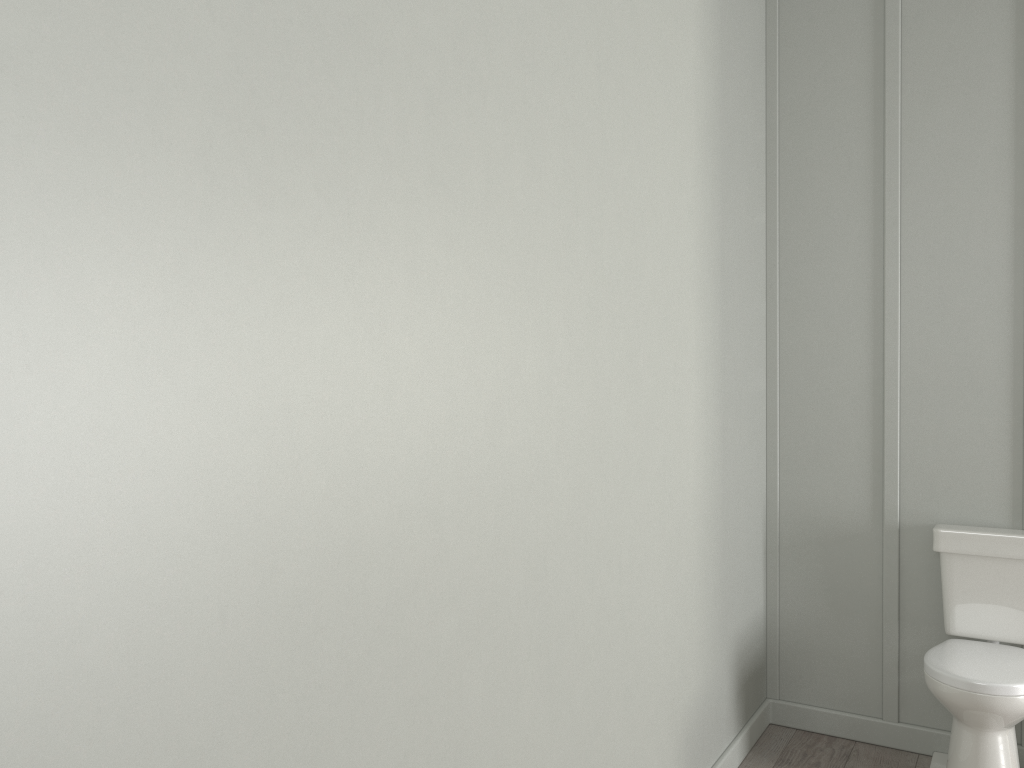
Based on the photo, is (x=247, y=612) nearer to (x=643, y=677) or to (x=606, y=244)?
(x=606, y=244)

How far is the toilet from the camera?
2.50m

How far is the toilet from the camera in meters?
2.5 m

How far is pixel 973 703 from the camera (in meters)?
2.50
